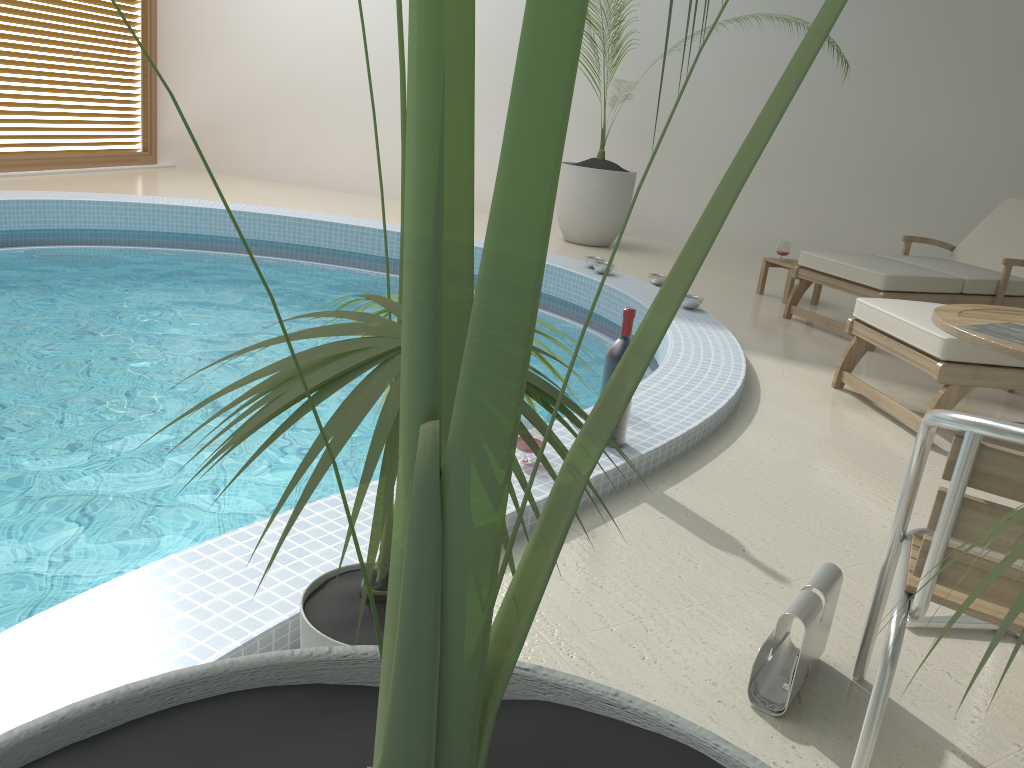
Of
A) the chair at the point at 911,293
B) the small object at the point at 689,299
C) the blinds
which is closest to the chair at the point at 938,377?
the chair at the point at 911,293

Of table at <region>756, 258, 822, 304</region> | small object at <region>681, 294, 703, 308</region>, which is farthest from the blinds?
table at <region>756, 258, 822, 304</region>

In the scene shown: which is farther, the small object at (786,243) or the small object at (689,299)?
the small object at (786,243)

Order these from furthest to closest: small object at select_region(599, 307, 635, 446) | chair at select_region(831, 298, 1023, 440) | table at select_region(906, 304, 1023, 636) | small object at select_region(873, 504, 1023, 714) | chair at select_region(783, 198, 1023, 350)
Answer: chair at select_region(783, 198, 1023, 350) → chair at select_region(831, 298, 1023, 440) → small object at select_region(599, 307, 635, 446) → table at select_region(906, 304, 1023, 636) → small object at select_region(873, 504, 1023, 714)

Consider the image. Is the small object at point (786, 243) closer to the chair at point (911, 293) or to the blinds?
the chair at point (911, 293)

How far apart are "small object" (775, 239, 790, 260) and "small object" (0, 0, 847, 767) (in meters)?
5.83

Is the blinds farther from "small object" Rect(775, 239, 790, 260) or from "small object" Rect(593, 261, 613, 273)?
"small object" Rect(775, 239, 790, 260)

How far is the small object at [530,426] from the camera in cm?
251

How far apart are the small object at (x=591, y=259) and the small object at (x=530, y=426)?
3.5m

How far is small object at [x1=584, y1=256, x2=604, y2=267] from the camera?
5.88m
